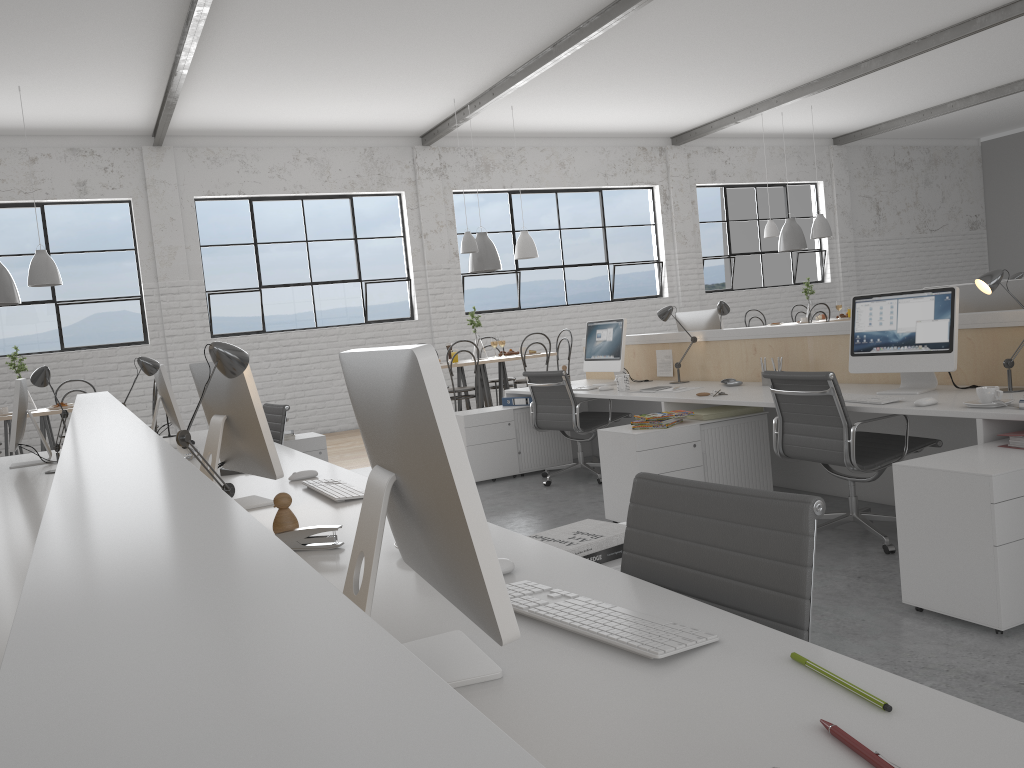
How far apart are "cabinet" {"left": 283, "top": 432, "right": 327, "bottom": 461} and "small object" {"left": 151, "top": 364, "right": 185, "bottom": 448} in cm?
82

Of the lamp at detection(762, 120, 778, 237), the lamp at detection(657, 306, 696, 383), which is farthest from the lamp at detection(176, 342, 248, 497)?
the lamp at detection(762, 120, 778, 237)

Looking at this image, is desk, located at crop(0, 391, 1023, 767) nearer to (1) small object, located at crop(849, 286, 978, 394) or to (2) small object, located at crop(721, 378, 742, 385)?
(1) small object, located at crop(849, 286, 978, 394)

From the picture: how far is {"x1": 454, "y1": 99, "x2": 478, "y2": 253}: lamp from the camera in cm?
664

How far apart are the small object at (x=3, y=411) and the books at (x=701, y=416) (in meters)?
4.09

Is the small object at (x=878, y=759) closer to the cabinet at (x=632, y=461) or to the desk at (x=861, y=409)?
the desk at (x=861, y=409)

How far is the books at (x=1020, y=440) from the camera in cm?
242

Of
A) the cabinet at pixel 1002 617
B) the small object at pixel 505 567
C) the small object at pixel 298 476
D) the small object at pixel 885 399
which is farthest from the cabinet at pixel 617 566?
the small object at pixel 885 399

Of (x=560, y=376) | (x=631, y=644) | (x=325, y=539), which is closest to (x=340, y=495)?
(x=325, y=539)

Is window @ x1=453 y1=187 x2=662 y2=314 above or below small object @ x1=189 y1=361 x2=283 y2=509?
above
